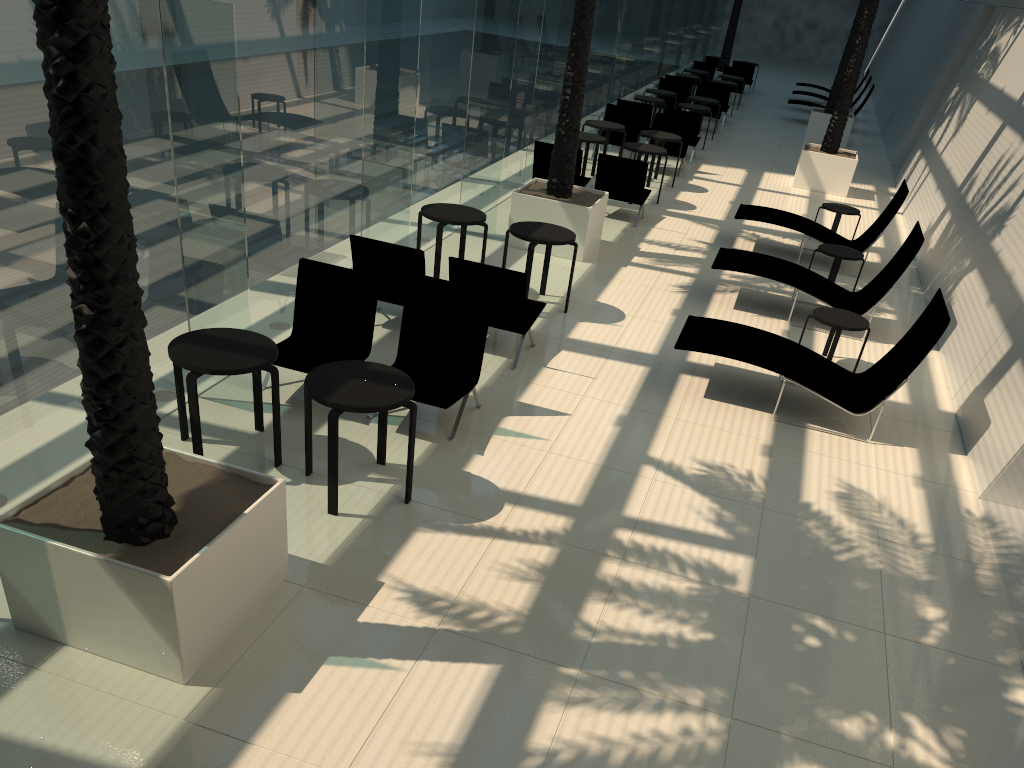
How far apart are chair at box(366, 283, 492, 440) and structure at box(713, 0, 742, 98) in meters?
23.9 m

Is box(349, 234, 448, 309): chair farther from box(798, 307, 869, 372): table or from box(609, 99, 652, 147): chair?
box(609, 99, 652, 147): chair

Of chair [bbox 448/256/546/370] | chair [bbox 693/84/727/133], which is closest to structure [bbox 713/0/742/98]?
chair [bbox 693/84/727/133]

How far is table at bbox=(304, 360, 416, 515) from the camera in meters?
5.3

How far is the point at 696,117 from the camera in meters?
17.6 m

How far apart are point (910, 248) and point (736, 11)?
20.1m

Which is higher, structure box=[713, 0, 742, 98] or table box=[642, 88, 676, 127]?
structure box=[713, 0, 742, 98]

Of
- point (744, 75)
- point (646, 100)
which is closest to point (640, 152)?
point (646, 100)

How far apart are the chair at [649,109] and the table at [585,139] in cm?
387

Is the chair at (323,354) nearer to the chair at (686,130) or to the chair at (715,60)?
the chair at (686,130)
